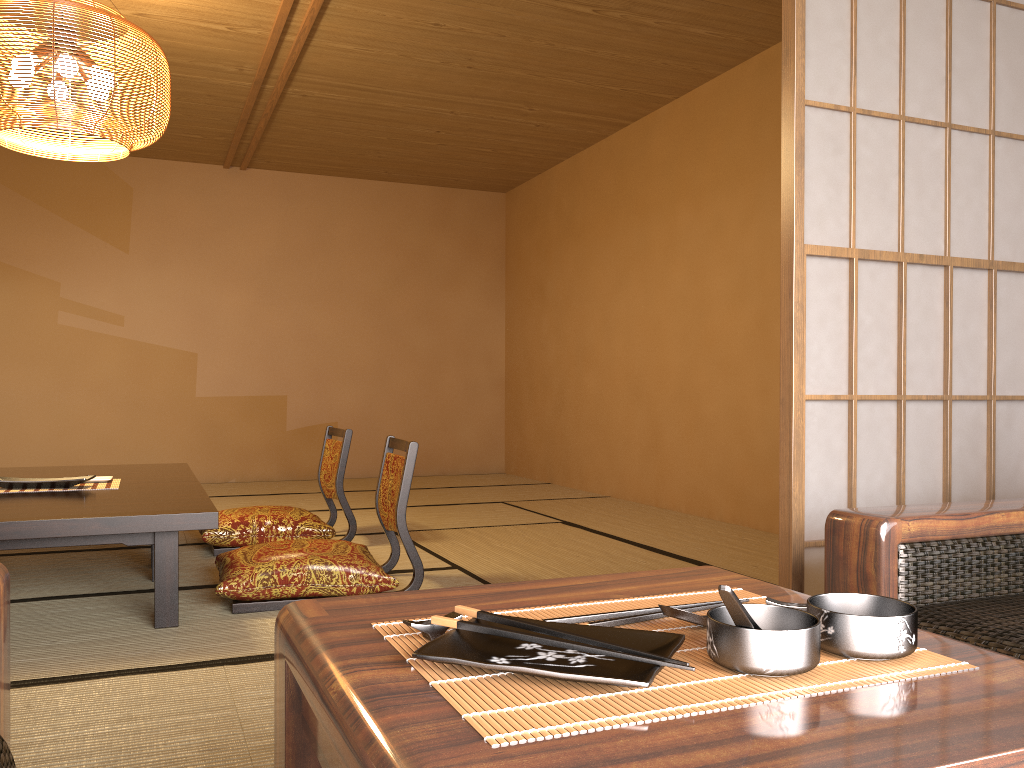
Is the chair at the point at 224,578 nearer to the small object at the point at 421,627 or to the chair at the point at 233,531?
the chair at the point at 233,531

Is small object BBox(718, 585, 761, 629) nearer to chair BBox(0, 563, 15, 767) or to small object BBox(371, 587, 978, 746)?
small object BBox(371, 587, 978, 746)

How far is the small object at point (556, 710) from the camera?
0.6 meters

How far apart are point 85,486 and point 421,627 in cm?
299

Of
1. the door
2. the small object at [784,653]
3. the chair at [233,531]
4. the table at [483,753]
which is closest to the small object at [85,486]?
the chair at [233,531]

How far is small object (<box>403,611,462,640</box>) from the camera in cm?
73

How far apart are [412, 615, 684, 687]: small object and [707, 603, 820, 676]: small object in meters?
0.0

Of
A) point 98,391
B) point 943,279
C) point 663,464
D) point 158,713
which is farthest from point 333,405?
point 158,713

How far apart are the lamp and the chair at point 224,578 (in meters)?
1.57

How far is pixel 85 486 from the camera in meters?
3.3
